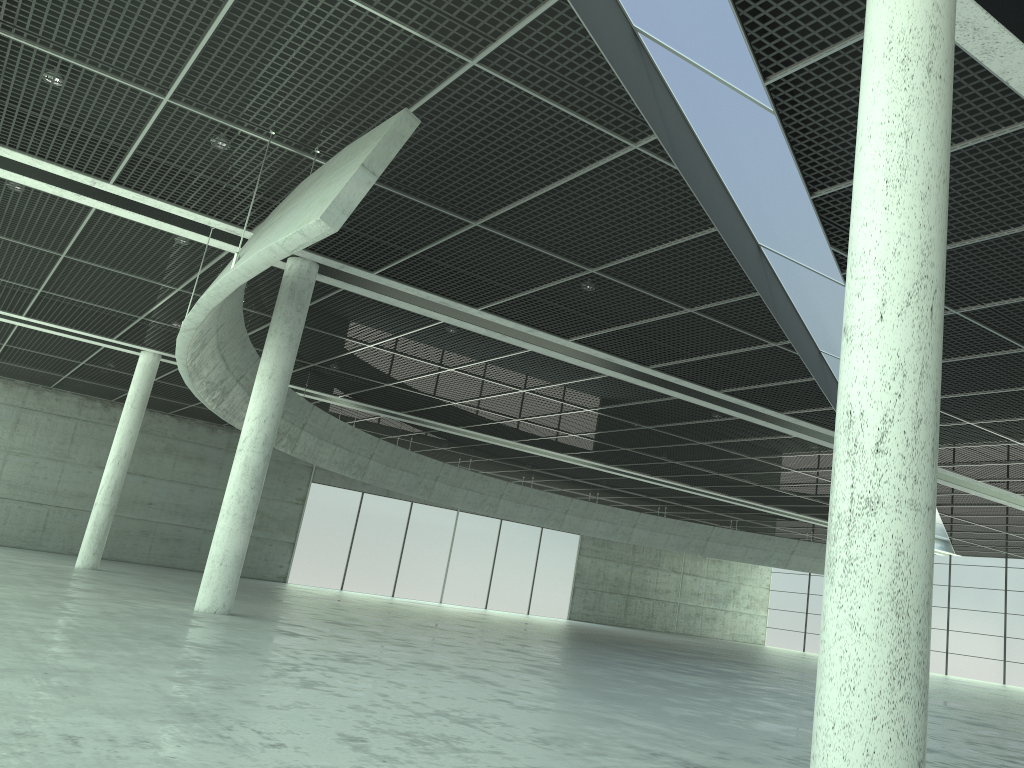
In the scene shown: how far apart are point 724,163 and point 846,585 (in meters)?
17.18
